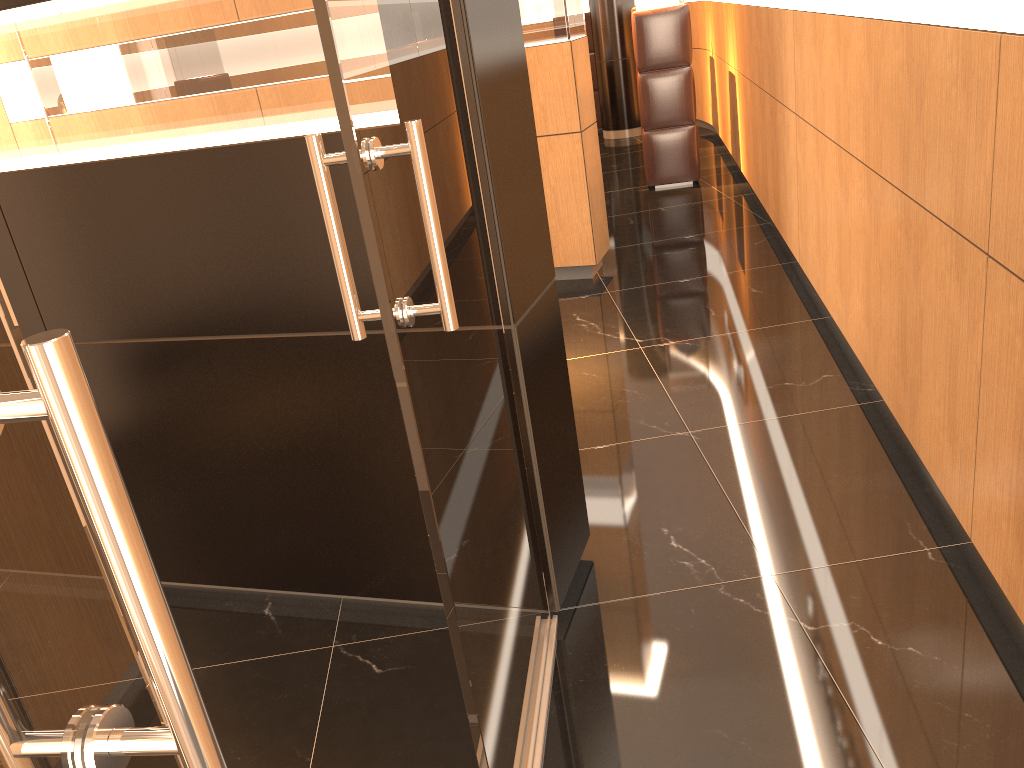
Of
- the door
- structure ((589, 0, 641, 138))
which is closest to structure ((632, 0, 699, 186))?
structure ((589, 0, 641, 138))

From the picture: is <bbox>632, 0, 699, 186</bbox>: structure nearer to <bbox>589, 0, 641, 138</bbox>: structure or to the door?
<bbox>589, 0, 641, 138</bbox>: structure

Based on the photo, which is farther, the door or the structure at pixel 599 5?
the structure at pixel 599 5

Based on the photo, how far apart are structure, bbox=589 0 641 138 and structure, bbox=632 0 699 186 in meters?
3.4

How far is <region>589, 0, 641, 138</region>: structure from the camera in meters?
10.6 m

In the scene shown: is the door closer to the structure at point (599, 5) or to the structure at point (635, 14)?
the structure at point (635, 14)

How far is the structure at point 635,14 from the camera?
7.4 meters

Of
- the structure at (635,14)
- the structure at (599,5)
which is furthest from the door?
the structure at (599,5)

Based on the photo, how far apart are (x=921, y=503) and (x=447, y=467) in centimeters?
198cm

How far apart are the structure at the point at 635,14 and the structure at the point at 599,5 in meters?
3.4
